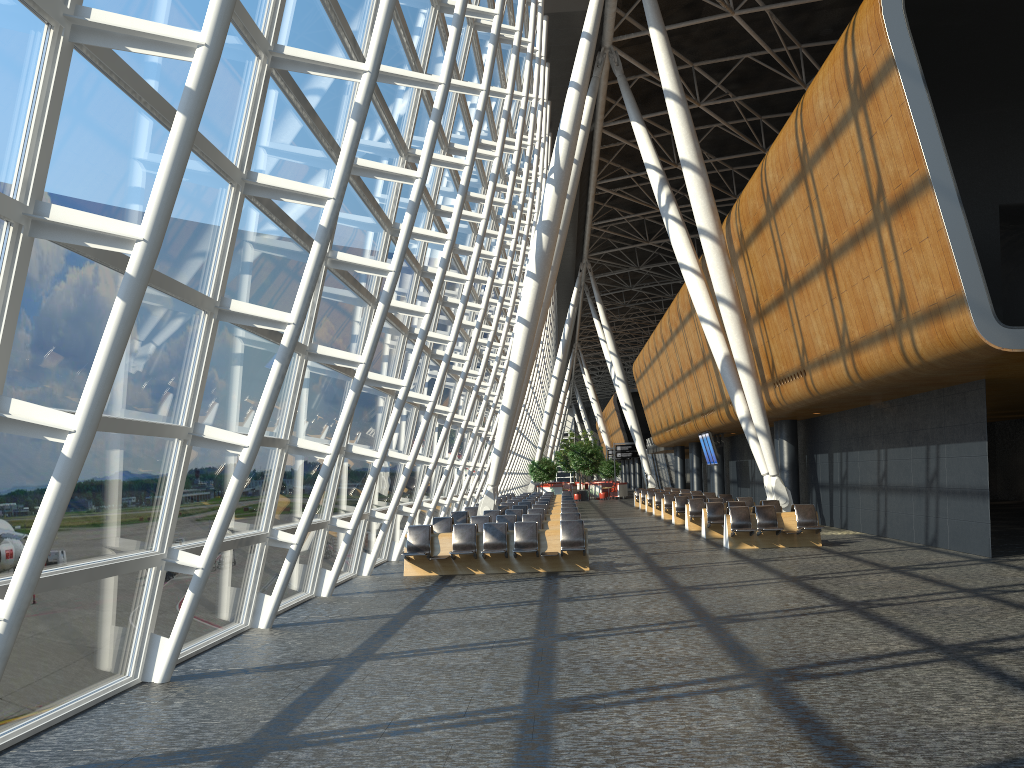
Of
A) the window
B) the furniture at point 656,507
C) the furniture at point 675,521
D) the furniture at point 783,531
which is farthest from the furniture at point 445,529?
the furniture at point 656,507

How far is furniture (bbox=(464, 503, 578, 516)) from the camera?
24.3 meters

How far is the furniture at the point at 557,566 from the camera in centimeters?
1511cm

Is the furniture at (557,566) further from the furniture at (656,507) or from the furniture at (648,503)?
the furniture at (648,503)

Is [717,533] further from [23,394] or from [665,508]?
[23,394]

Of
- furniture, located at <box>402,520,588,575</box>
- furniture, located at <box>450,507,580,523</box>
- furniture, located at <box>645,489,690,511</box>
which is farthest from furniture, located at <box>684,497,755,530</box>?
furniture, located at <box>645,489,690,511</box>

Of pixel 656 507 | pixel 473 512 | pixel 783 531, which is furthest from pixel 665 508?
pixel 783 531

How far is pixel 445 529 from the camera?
18.3 meters

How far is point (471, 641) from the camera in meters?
8.9

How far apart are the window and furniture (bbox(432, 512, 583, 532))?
0.87m
